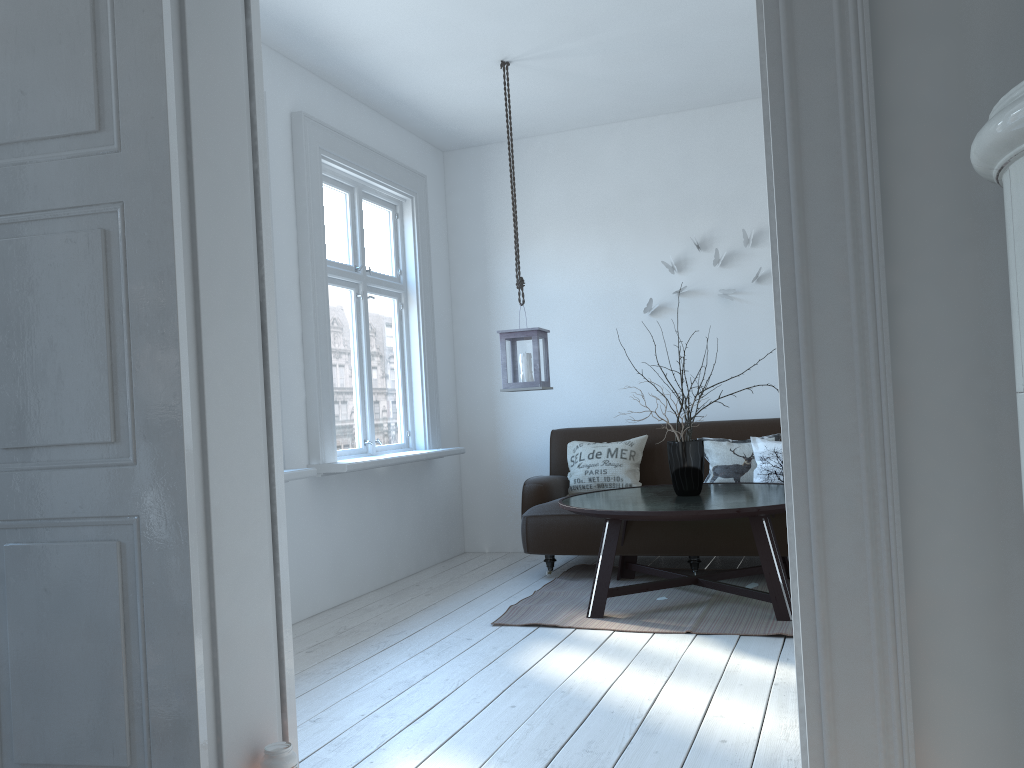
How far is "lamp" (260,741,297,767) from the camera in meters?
2.1

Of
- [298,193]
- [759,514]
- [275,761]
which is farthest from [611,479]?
[275,761]

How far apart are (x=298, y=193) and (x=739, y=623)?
2.9m

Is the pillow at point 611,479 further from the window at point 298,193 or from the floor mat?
the window at point 298,193

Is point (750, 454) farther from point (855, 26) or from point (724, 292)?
point (855, 26)

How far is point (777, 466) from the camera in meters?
4.9 m

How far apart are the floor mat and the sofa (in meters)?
0.10

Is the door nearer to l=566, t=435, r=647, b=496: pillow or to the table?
the table

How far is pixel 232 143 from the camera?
2.2m

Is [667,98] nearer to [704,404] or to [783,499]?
[704,404]
